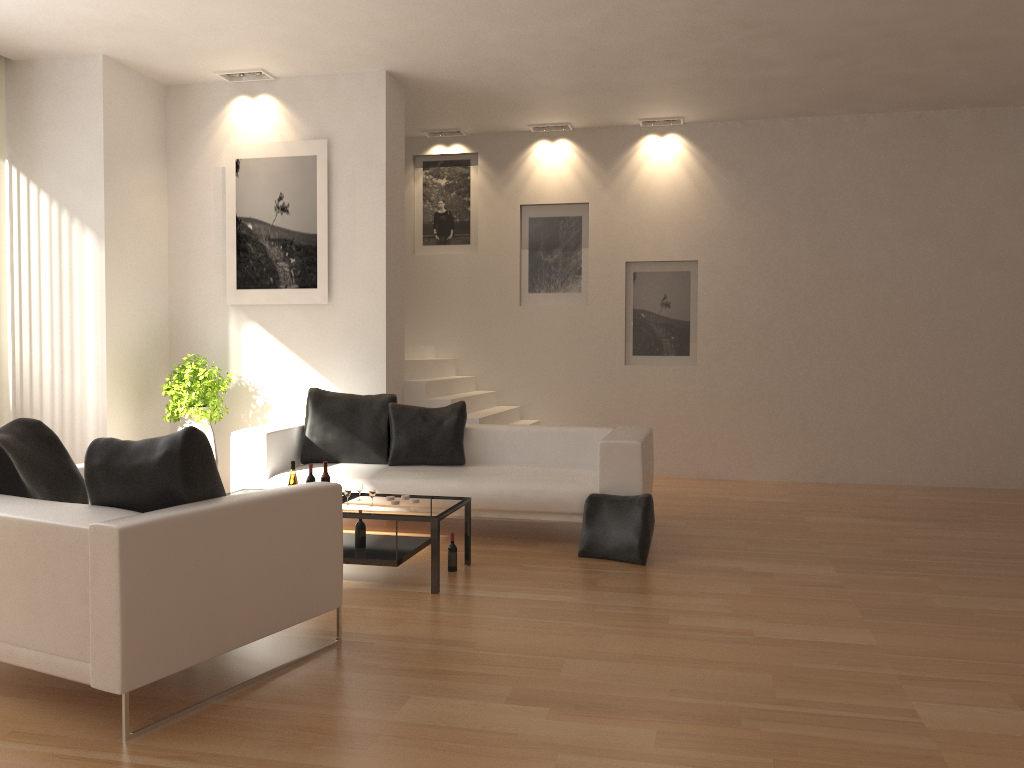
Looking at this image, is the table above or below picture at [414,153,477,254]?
below

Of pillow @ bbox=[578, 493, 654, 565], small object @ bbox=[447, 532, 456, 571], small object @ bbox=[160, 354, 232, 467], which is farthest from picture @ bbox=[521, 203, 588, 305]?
small object @ bbox=[447, 532, 456, 571]

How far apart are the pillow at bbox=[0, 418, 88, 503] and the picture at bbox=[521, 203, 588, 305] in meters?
6.1 m

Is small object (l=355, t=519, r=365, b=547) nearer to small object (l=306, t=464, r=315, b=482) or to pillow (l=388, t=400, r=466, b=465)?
small object (l=306, t=464, r=315, b=482)

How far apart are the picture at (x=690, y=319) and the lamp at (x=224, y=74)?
4.12m

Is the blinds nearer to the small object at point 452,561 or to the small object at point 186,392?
the small object at point 186,392

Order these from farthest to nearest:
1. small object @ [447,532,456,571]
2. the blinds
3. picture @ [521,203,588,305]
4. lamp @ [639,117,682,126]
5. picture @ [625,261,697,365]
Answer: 1. picture @ [521,203,588,305]
2. picture @ [625,261,697,365]
3. lamp @ [639,117,682,126]
4. the blinds
5. small object @ [447,532,456,571]

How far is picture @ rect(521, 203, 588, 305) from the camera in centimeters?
970cm

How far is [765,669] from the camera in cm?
376

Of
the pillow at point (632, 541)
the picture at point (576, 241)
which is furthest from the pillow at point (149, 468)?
the picture at point (576, 241)
